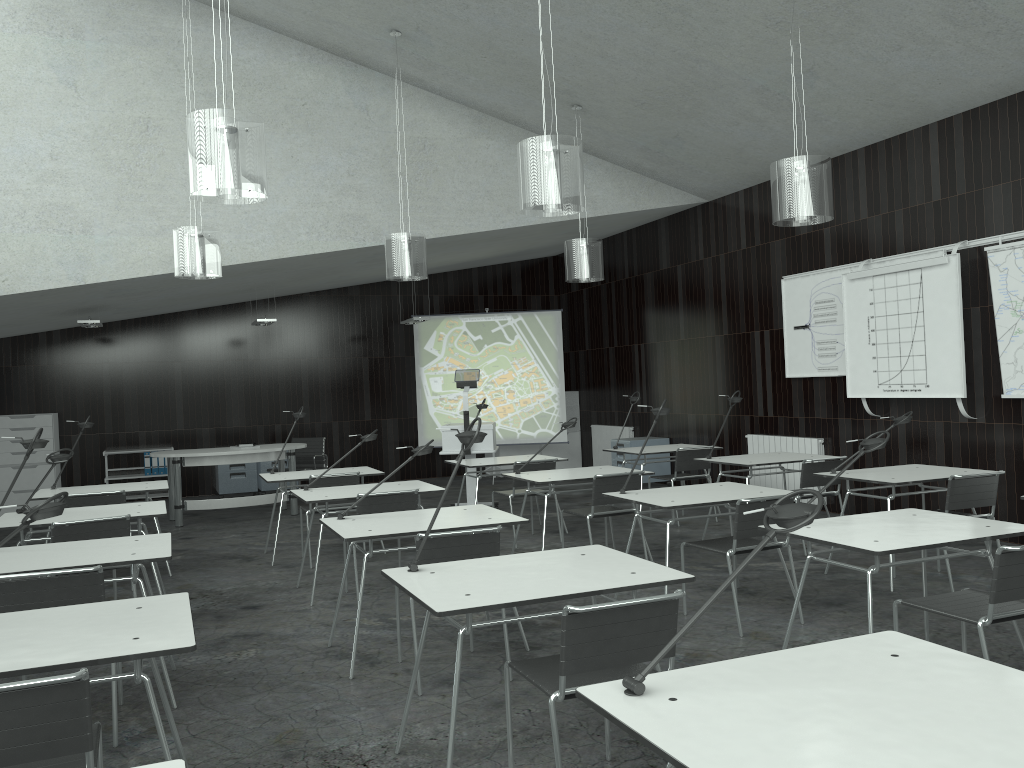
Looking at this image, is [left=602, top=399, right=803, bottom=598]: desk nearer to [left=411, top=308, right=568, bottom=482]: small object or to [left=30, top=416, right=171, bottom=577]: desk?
[left=30, top=416, right=171, bottom=577]: desk

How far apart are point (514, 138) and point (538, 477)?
4.2m

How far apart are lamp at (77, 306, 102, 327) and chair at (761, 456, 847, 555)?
7.15m

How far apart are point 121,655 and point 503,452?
10.3 meters

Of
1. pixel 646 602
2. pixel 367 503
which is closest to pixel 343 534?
pixel 367 503

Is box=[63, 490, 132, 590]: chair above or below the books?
above

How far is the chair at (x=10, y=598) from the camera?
3.3m

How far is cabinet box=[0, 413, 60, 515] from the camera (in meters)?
10.20

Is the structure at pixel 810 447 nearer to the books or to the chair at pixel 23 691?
the chair at pixel 23 691

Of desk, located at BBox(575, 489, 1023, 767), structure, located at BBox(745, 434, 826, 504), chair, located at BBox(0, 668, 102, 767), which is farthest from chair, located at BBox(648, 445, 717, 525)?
chair, located at BBox(0, 668, 102, 767)
